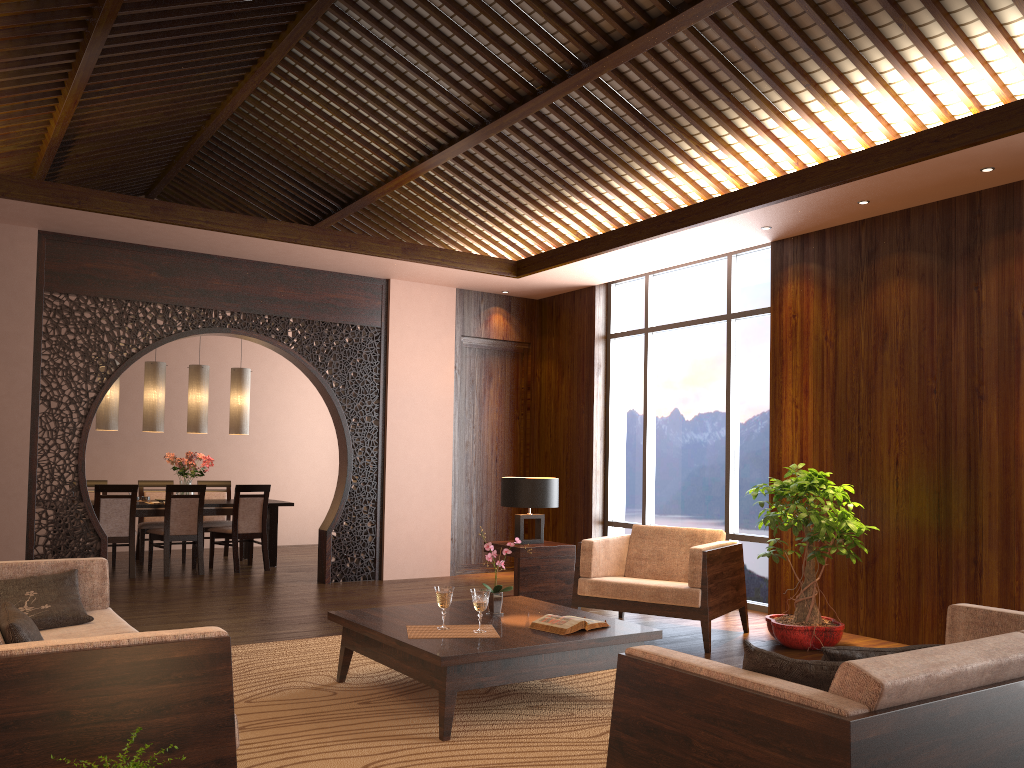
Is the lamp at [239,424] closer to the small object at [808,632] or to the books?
the small object at [808,632]

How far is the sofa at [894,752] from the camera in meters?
1.9 m

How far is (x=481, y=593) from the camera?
3.9m

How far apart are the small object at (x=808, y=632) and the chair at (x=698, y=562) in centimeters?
22cm

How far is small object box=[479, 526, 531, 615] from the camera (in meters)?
4.38

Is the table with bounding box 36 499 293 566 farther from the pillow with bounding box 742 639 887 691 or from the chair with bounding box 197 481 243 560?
the pillow with bounding box 742 639 887 691

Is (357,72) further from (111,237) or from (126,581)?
(126,581)

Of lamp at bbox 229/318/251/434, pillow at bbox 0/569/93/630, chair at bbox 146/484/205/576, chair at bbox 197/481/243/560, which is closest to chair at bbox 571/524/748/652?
pillow at bbox 0/569/93/630

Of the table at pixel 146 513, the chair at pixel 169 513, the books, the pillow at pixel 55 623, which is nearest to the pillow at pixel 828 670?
the books

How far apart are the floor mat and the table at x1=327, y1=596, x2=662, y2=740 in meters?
0.0 m
